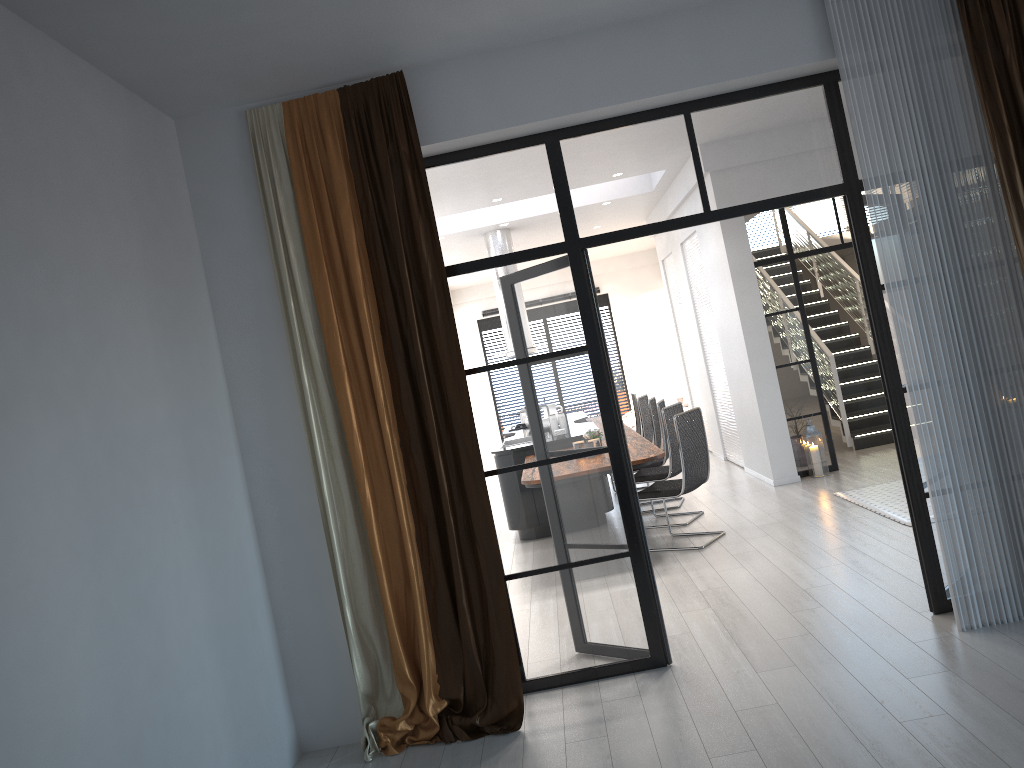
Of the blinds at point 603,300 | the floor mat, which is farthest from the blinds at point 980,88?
the blinds at point 603,300

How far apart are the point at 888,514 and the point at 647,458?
1.8 meters

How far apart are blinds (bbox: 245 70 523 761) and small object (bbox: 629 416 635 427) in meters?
10.0 m

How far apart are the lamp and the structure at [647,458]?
1.7 meters

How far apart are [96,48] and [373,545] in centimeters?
232cm

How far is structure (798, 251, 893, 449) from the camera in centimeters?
967cm

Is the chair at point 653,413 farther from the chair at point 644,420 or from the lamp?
the lamp

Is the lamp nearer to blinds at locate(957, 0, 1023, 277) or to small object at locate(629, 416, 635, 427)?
blinds at locate(957, 0, 1023, 277)

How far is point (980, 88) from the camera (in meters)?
3.93

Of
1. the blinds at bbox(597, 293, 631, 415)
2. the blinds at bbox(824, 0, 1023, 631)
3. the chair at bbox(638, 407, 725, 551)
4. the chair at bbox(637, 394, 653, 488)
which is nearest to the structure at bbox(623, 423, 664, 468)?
the chair at bbox(638, 407, 725, 551)
